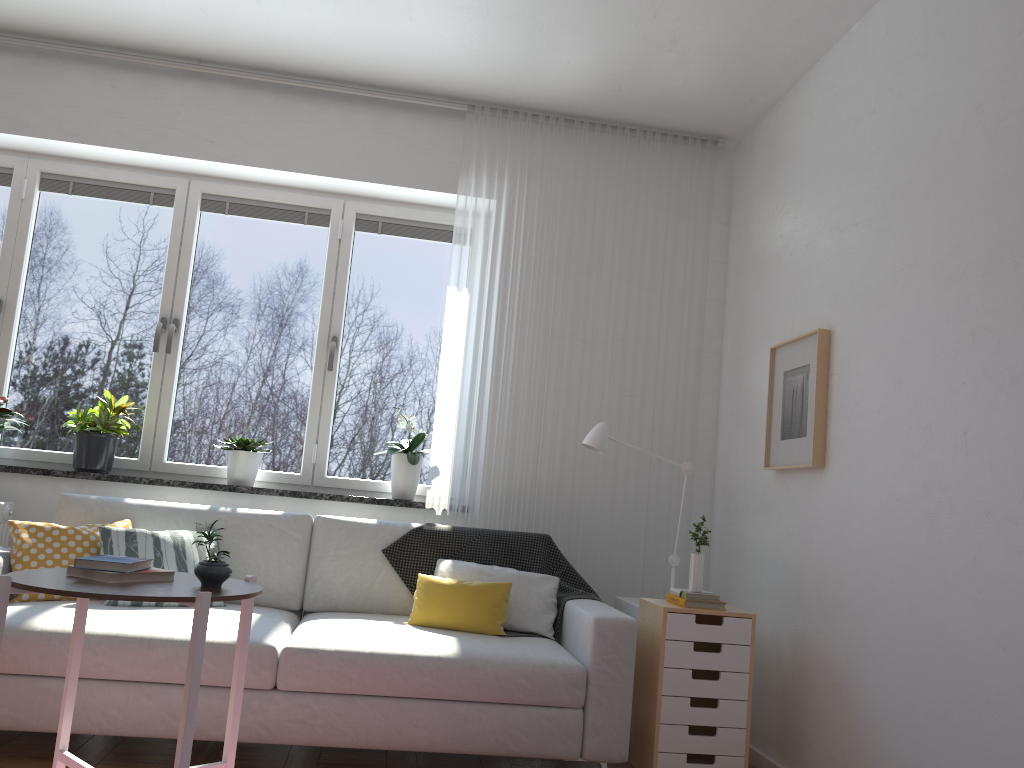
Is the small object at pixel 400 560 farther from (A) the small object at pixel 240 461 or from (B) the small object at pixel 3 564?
(B) the small object at pixel 3 564

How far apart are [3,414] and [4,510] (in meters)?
0.50

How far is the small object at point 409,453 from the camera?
4.19m

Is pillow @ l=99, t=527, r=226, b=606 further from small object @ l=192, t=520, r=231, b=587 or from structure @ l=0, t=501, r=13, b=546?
small object @ l=192, t=520, r=231, b=587

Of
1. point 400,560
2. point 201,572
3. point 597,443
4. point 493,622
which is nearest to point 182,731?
point 201,572

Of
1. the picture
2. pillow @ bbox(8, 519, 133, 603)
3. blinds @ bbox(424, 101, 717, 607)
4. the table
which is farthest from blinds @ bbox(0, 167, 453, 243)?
the table

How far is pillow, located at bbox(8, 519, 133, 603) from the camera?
3.2 meters

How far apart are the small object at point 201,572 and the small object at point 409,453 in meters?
1.8 m

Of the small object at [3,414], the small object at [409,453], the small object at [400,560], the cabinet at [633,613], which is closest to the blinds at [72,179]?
the small object at [409,453]

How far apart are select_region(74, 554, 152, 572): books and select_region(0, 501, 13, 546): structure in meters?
1.8 m
